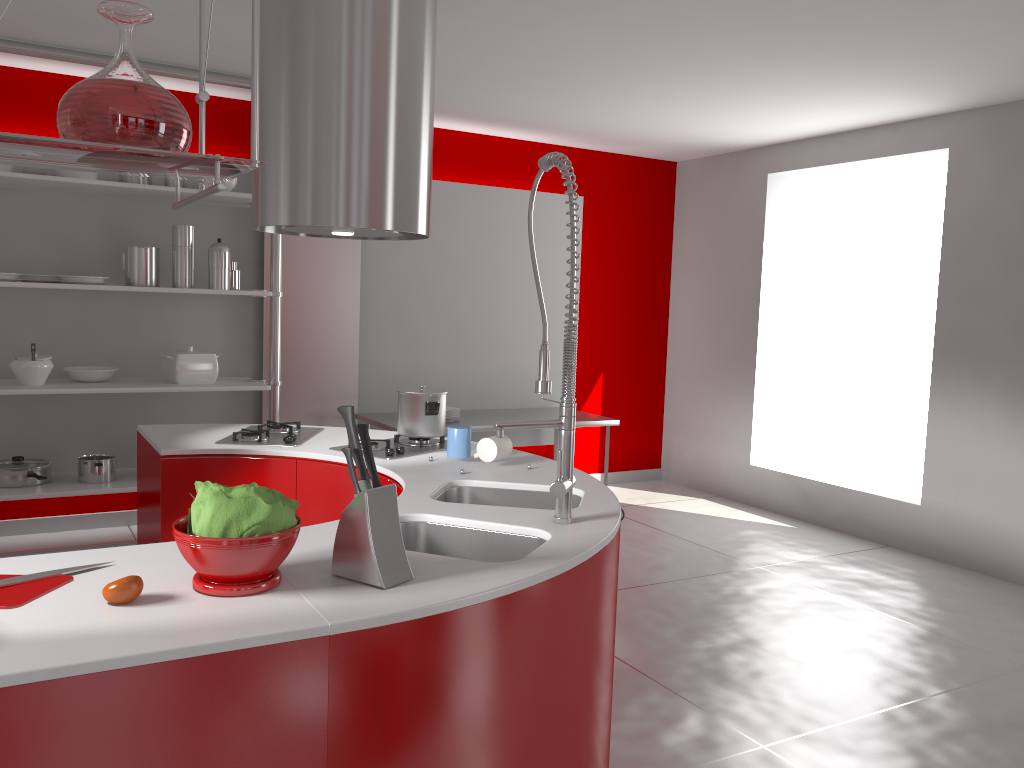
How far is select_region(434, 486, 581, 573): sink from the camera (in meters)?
2.66

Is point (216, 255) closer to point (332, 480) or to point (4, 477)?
point (4, 477)

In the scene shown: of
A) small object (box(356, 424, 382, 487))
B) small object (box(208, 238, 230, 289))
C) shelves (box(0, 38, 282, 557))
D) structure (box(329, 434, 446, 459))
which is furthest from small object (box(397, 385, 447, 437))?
small object (box(208, 238, 230, 289))

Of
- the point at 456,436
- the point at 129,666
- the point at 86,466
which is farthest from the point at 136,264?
the point at 129,666

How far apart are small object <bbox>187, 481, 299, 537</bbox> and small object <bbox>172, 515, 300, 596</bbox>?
0.0m

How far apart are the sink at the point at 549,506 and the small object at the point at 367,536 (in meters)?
0.85

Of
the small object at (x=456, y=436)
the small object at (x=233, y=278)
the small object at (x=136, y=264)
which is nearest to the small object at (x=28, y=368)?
the small object at (x=136, y=264)

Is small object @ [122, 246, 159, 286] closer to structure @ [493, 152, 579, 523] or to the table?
the table

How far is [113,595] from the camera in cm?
150

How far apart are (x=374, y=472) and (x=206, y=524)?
0.33m
